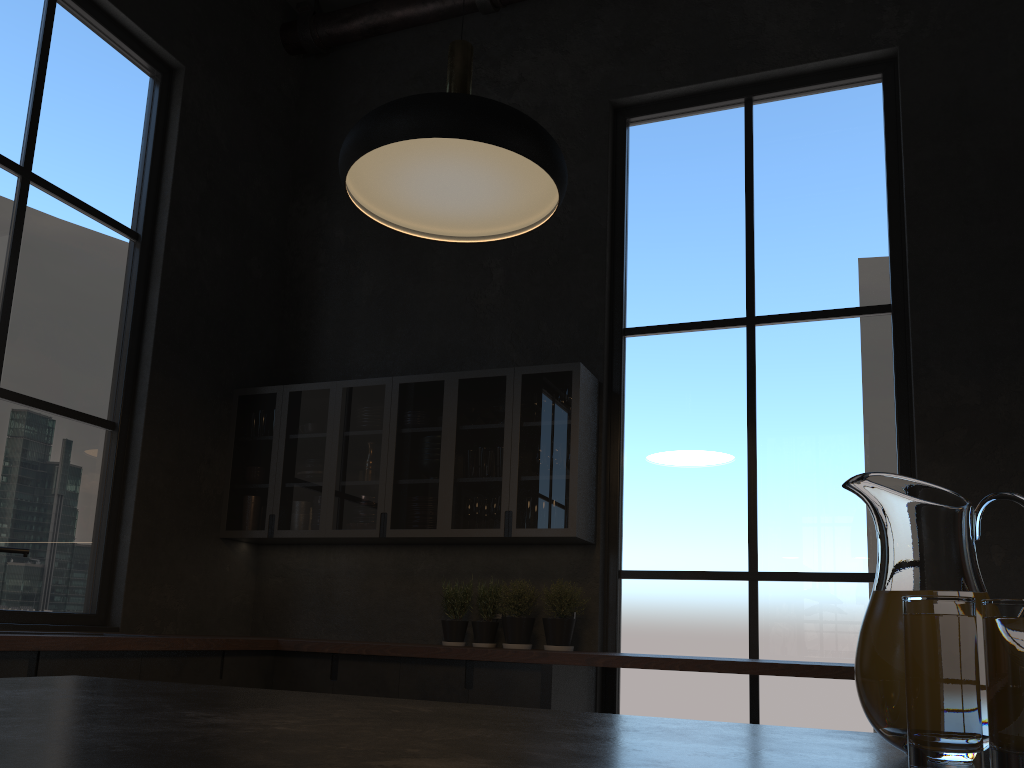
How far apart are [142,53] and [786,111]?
3.5m

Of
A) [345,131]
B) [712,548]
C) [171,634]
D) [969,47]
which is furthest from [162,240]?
[969,47]

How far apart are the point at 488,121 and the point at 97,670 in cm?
242

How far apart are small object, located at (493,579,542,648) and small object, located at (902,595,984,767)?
1.7 meters

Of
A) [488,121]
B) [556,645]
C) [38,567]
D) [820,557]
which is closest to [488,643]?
[556,645]

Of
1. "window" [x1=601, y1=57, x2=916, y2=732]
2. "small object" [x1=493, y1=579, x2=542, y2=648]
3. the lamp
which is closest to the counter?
"small object" [x1=493, y1=579, x2=542, y2=648]

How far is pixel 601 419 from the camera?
4.64m

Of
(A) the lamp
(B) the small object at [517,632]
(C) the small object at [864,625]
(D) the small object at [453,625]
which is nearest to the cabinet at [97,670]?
(B) the small object at [517,632]

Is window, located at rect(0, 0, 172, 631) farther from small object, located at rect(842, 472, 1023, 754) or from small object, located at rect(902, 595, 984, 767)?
small object, located at rect(902, 595, 984, 767)

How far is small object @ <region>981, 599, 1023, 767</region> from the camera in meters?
0.7 m
